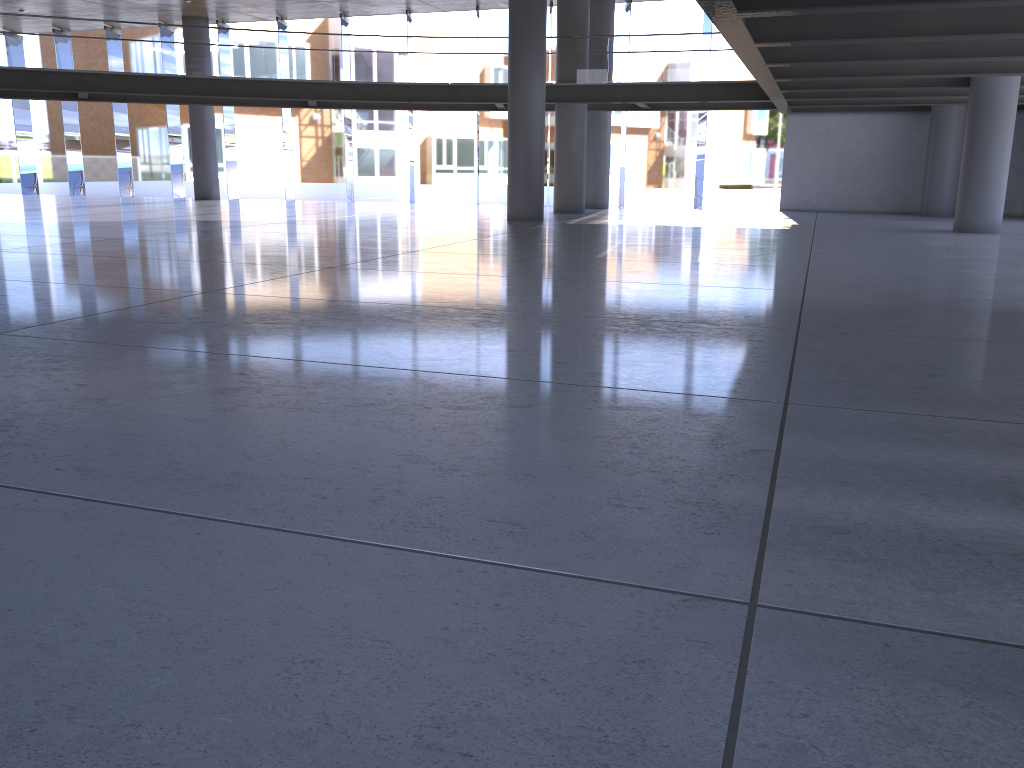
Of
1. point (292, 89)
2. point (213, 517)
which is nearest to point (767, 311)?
point (213, 517)

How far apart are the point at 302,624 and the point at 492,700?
0.6m
